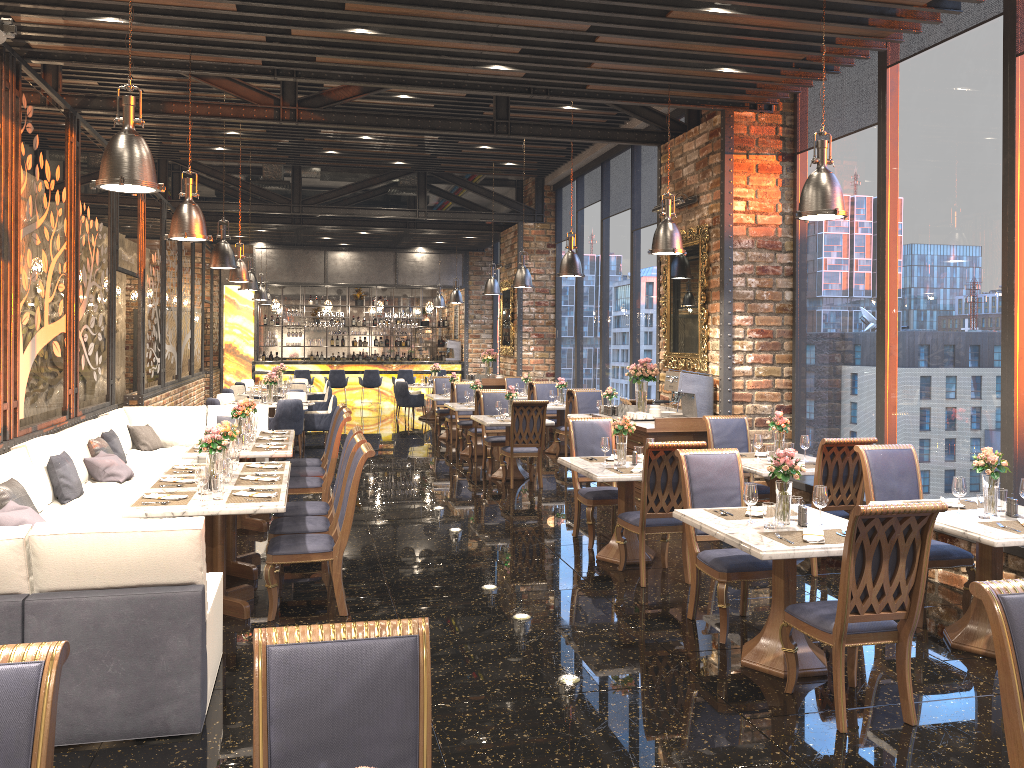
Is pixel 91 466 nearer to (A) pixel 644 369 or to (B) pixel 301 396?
(A) pixel 644 369

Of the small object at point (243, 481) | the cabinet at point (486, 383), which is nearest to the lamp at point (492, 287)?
the cabinet at point (486, 383)

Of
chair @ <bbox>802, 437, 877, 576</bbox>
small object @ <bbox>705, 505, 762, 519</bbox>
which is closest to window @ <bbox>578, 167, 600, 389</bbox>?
chair @ <bbox>802, 437, 877, 576</bbox>

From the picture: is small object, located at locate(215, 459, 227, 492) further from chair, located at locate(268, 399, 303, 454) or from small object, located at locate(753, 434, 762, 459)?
chair, located at locate(268, 399, 303, 454)

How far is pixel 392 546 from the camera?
7.61m

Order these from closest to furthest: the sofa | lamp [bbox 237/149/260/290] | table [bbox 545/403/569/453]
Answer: the sofa
table [bbox 545/403/569/453]
lamp [bbox 237/149/260/290]

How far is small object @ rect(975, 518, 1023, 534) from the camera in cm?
481

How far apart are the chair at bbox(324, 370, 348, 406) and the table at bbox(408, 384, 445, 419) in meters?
3.0 m

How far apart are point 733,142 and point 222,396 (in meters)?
9.34

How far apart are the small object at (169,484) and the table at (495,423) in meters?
4.9 m
